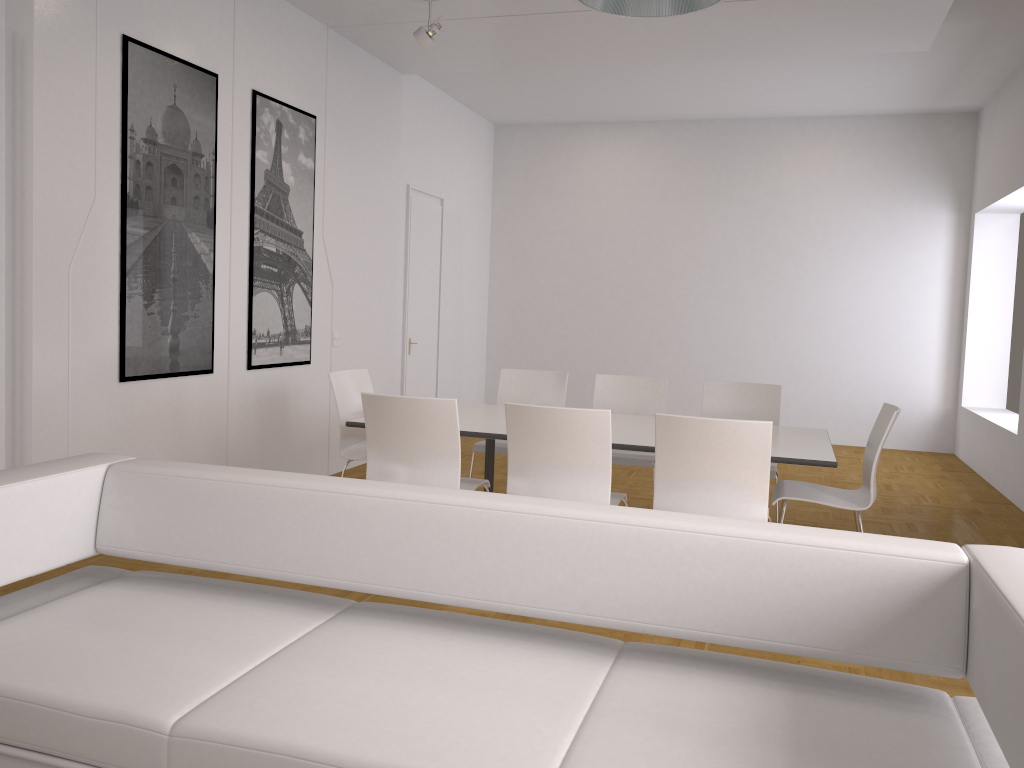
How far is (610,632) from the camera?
3.74m

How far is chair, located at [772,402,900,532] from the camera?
4.2 meters

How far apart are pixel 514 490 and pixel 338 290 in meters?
3.3

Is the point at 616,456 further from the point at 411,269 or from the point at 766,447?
the point at 411,269

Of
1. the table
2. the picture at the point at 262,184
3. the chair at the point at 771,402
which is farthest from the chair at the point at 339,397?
the chair at the point at 771,402

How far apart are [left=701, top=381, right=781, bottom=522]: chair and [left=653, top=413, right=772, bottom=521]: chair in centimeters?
144cm

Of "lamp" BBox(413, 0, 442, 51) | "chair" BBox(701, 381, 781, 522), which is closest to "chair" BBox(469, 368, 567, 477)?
"chair" BBox(701, 381, 781, 522)

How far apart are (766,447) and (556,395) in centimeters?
241cm

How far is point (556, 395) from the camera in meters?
5.9

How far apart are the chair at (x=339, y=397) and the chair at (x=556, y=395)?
0.71m
